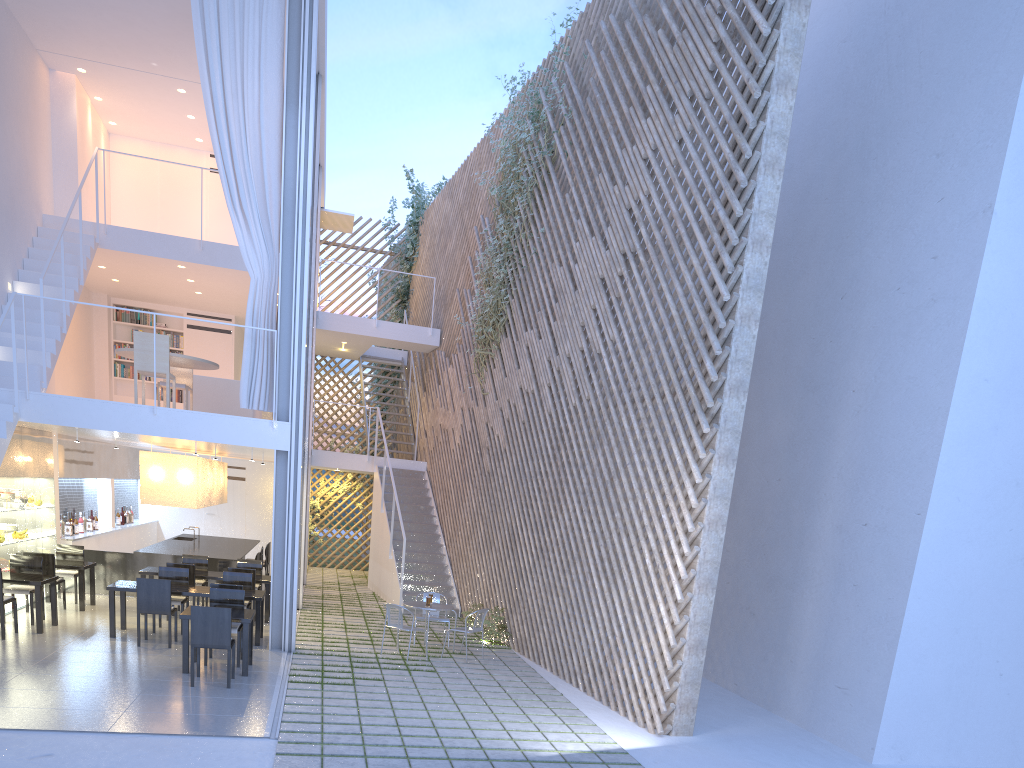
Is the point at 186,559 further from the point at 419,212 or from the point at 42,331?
the point at 419,212

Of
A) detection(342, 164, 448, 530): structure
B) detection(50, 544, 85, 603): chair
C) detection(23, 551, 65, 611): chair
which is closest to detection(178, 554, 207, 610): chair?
detection(50, 544, 85, 603): chair

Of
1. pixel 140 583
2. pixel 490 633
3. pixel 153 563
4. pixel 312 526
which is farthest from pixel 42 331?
pixel 312 526

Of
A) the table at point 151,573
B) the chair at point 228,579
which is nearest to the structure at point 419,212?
the table at point 151,573

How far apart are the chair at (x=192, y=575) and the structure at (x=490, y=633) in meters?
2.1 m

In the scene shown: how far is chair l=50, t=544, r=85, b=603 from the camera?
6.1 meters

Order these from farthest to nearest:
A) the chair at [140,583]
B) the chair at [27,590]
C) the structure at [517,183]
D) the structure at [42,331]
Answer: the structure at [517,183] < the structure at [42,331] < the chair at [27,590] < the chair at [140,583]

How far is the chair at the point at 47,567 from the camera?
5.6 meters

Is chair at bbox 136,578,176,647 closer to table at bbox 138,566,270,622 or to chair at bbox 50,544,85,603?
table at bbox 138,566,270,622

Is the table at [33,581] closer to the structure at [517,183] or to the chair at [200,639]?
the chair at [200,639]
